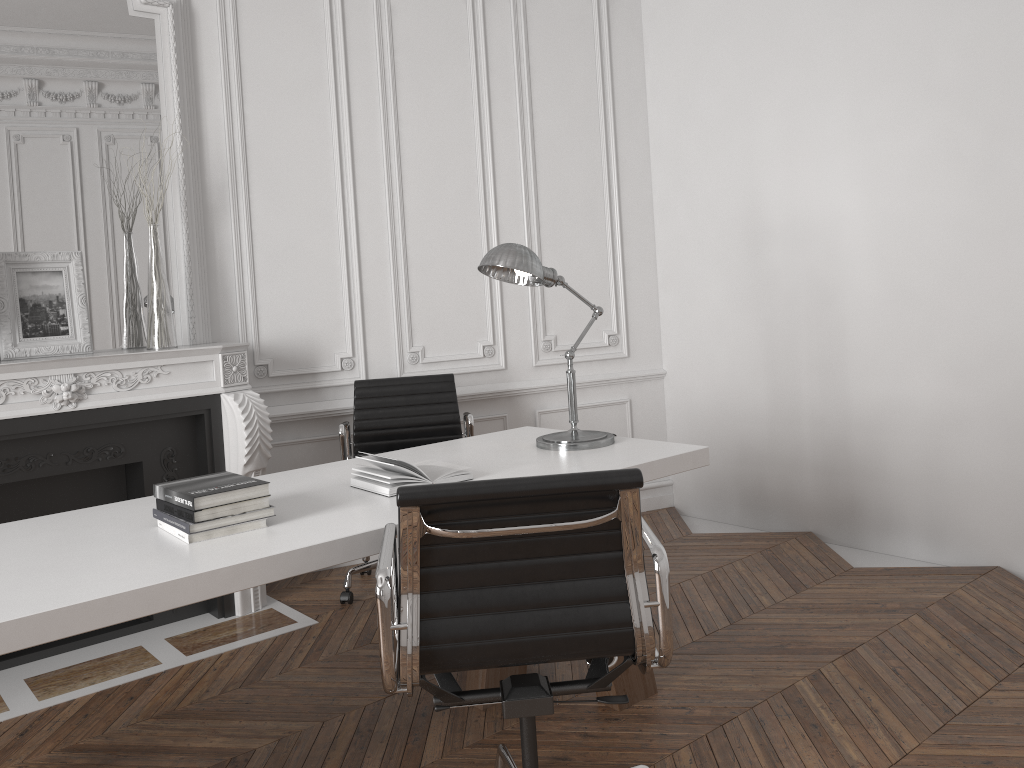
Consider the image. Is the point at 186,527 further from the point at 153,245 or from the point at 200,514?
the point at 153,245

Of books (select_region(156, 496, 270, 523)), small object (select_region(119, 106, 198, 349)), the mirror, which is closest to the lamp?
books (select_region(156, 496, 270, 523))

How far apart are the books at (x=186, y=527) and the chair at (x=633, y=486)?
0.3 meters

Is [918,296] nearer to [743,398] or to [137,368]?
[743,398]

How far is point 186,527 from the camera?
2.1m

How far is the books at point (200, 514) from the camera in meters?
2.1

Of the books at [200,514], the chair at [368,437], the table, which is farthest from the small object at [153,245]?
the books at [200,514]

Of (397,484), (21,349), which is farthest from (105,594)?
(21,349)

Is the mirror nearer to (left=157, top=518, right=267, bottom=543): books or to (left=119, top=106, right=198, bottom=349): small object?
(left=119, top=106, right=198, bottom=349): small object

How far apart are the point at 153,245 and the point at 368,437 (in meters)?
1.25
